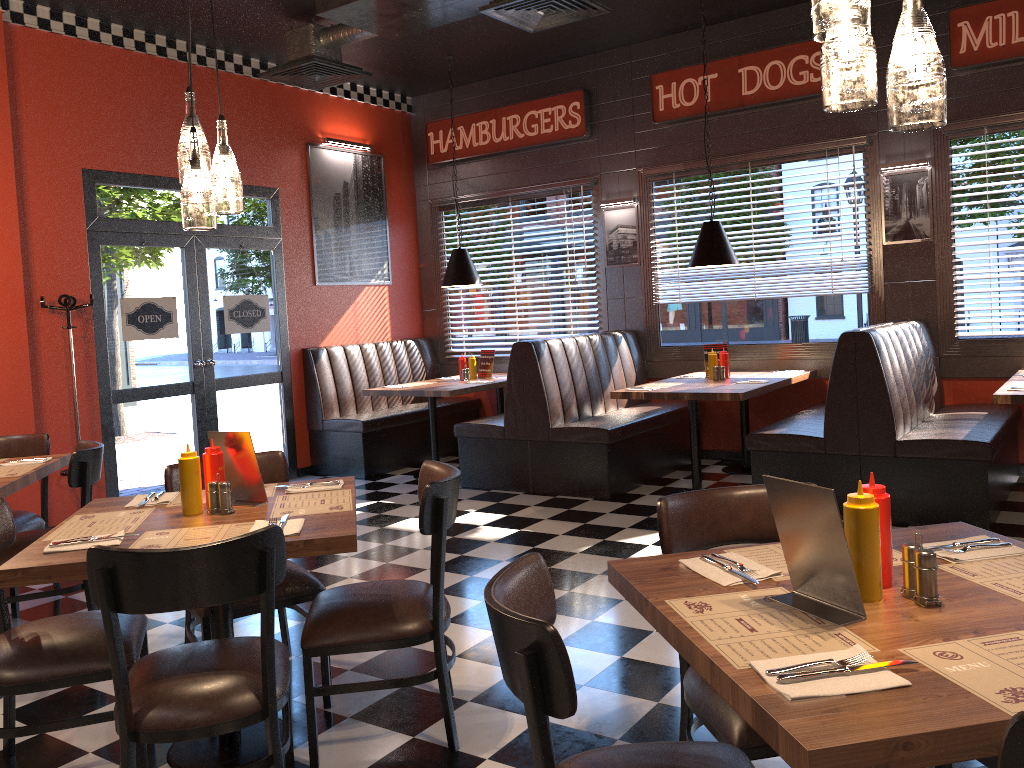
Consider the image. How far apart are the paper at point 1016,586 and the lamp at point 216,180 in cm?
229

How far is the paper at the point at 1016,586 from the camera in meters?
1.8

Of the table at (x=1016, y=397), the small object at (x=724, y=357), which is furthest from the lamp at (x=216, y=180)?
the small object at (x=724, y=357)

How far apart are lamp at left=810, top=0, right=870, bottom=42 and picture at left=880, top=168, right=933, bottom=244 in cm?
539

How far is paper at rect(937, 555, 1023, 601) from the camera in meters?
1.8 m

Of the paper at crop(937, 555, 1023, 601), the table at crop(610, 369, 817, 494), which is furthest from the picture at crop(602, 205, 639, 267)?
the paper at crop(937, 555, 1023, 601)

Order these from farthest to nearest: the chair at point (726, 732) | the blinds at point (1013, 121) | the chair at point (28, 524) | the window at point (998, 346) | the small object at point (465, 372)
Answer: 1. the small object at point (465, 372)
2. the window at point (998, 346)
3. the blinds at point (1013, 121)
4. the chair at point (28, 524)
5. the chair at point (726, 732)

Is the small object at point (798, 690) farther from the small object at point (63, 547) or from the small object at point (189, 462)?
the small object at point (189, 462)

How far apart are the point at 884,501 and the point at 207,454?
2.14m

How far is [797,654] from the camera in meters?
1.5 m
